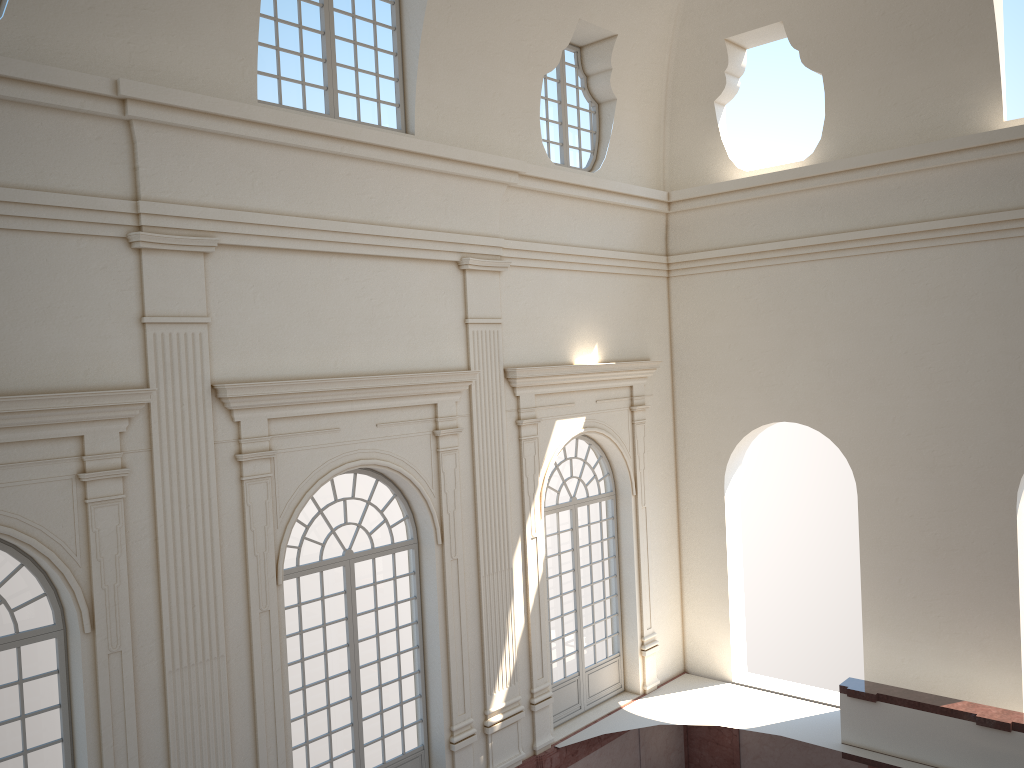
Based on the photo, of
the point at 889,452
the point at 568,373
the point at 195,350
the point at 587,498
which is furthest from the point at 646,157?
the point at 195,350
